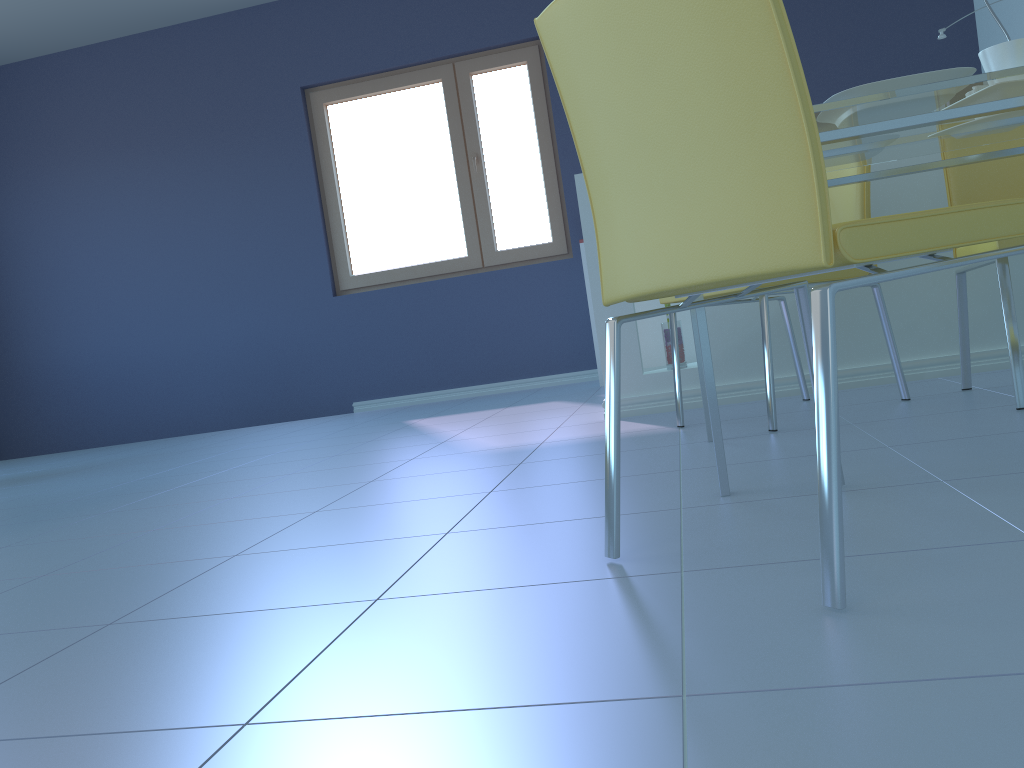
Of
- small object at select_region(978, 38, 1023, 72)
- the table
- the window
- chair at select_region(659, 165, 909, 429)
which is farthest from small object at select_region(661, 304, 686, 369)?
the window

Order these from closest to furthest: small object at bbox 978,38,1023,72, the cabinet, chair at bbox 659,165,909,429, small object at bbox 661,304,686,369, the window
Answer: small object at bbox 978,38,1023,72
chair at bbox 659,165,909,429
the cabinet
small object at bbox 661,304,686,369
the window

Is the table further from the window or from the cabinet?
the window

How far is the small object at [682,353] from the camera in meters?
2.9 m

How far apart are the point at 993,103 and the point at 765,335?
0.8 meters

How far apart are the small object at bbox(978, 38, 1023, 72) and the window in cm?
364

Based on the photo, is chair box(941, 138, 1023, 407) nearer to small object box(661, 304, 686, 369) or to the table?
the table

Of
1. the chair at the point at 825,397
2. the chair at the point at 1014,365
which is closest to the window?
the chair at the point at 1014,365

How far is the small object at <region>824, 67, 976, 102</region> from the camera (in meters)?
1.35

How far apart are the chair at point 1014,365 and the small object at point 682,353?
0.8 meters
